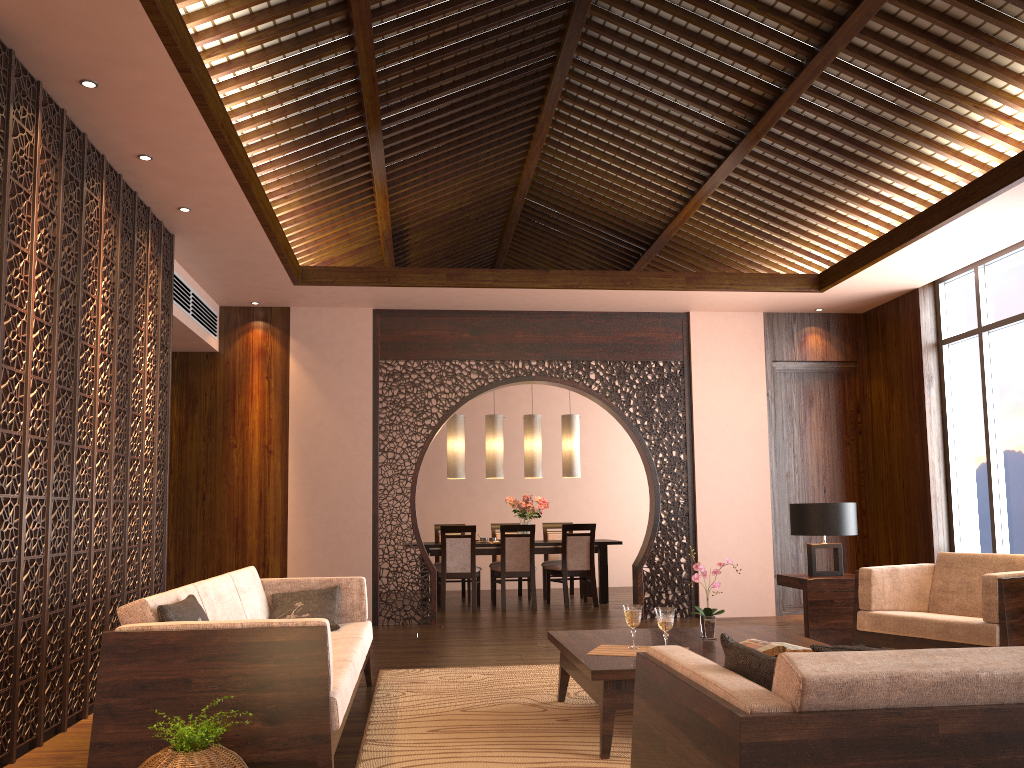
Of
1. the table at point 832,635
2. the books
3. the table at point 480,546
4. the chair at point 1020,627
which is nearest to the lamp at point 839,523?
the table at point 832,635

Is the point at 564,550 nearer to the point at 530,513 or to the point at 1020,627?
the point at 530,513

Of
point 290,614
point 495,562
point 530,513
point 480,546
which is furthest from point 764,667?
point 495,562

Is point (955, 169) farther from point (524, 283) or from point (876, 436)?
point (524, 283)

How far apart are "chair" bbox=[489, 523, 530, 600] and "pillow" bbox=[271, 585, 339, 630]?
5.23m

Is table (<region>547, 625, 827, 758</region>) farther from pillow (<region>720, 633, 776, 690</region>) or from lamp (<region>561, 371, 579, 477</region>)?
lamp (<region>561, 371, 579, 477</region>)

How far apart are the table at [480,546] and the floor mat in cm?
375

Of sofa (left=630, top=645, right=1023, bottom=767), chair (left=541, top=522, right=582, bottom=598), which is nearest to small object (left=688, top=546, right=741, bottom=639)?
sofa (left=630, top=645, right=1023, bottom=767)

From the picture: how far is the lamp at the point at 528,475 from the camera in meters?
9.7

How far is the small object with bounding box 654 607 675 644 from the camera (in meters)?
3.75
